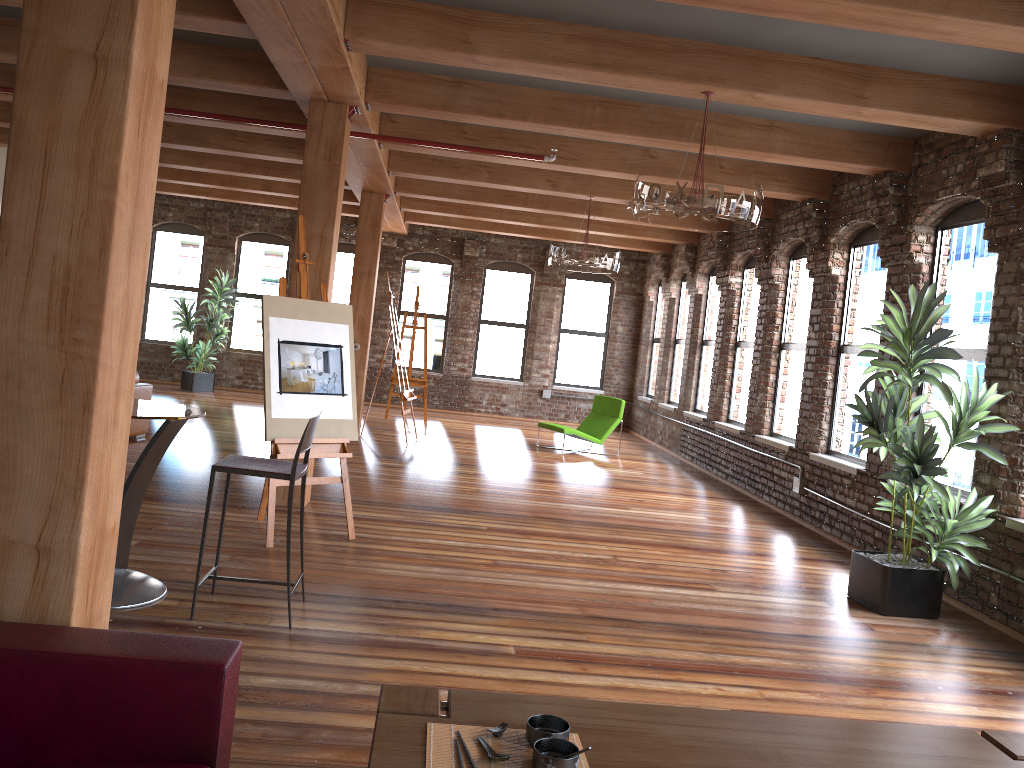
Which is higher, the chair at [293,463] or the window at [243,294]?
the window at [243,294]

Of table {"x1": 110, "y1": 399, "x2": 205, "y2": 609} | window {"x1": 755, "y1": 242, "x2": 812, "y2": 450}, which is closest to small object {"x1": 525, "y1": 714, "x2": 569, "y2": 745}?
table {"x1": 110, "y1": 399, "x2": 205, "y2": 609}

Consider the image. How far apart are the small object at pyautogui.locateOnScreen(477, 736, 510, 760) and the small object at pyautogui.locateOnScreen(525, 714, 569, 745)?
0.1 meters

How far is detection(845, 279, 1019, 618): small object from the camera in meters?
5.4 m

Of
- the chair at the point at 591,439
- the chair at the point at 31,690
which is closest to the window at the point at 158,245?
the chair at the point at 591,439

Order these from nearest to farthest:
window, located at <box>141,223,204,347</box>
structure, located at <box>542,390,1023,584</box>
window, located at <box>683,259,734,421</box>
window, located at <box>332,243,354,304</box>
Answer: structure, located at <box>542,390,1023,584</box> → window, located at <box>683,259,734,421</box> → window, located at <box>141,223,204,347</box> → window, located at <box>332,243,354,304</box>

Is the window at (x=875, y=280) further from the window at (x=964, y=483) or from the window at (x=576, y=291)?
the window at (x=576, y=291)

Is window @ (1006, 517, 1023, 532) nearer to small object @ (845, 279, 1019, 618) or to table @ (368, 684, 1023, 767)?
small object @ (845, 279, 1019, 618)

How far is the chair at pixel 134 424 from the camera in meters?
9.0 m

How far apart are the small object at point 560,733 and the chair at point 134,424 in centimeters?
795cm
